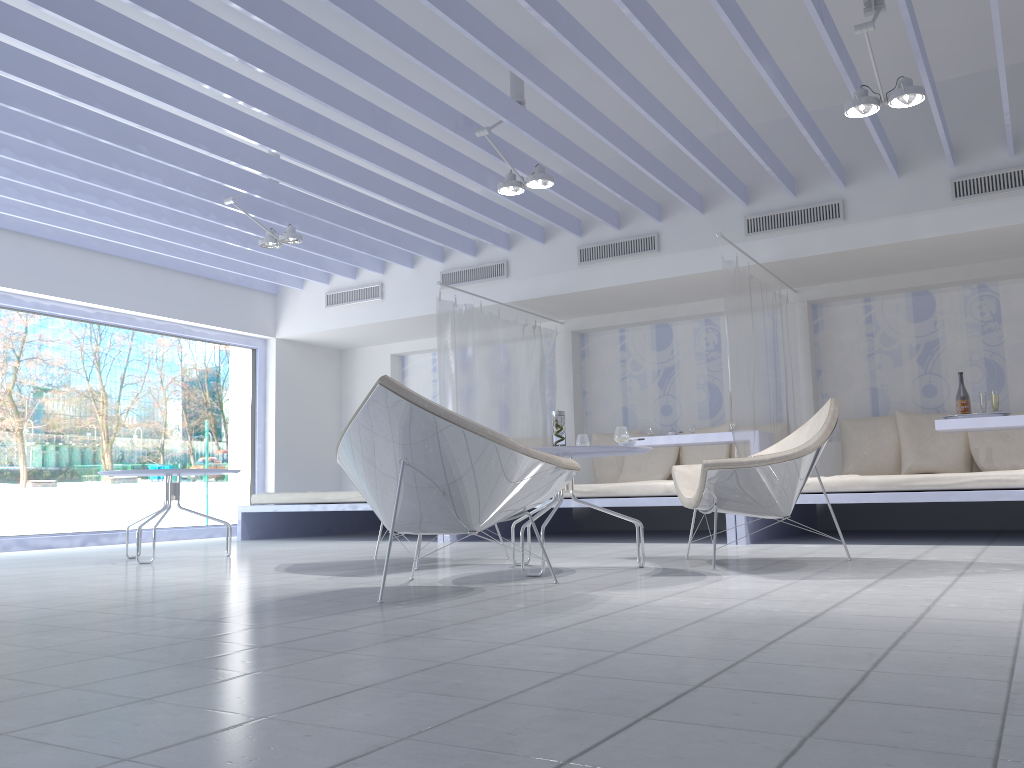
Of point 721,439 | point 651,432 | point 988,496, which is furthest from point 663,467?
point 988,496

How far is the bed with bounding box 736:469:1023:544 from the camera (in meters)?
4.79

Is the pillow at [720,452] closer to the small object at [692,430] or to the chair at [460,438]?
the small object at [692,430]

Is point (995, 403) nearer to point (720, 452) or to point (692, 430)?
point (692, 430)

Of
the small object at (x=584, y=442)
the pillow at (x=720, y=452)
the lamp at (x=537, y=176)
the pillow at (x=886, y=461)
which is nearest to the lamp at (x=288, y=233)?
the lamp at (x=537, y=176)

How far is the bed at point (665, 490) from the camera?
5.7m

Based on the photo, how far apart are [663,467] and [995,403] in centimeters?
271cm

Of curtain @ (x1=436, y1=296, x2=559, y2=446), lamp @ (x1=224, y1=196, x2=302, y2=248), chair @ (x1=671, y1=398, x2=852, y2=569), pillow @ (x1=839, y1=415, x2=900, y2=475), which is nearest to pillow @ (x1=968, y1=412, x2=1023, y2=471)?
pillow @ (x1=839, y1=415, x2=900, y2=475)

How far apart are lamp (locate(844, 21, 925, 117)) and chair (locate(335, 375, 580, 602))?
2.5m

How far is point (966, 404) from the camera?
5.8 meters
